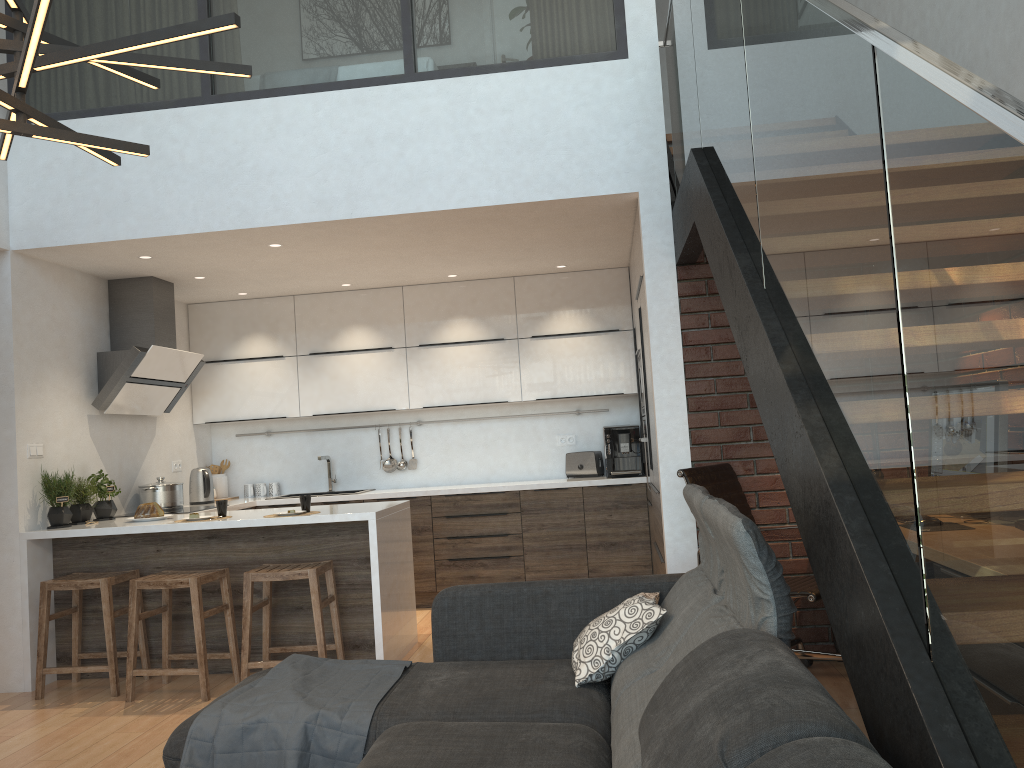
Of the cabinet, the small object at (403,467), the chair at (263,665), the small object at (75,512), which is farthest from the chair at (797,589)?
the small object at (75,512)

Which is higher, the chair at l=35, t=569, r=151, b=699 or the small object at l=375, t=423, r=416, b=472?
the small object at l=375, t=423, r=416, b=472

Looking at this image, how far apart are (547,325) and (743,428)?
2.49m

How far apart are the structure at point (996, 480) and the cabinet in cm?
38

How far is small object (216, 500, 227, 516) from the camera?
4.9 meters

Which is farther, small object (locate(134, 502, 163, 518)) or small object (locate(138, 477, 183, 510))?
small object (locate(138, 477, 183, 510))

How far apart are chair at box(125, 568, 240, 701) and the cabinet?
0.17m

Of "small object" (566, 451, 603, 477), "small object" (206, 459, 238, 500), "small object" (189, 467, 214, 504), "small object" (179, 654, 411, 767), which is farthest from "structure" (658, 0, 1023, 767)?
"small object" (206, 459, 238, 500)

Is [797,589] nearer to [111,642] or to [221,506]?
[221,506]

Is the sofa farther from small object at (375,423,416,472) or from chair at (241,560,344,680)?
small object at (375,423,416,472)
